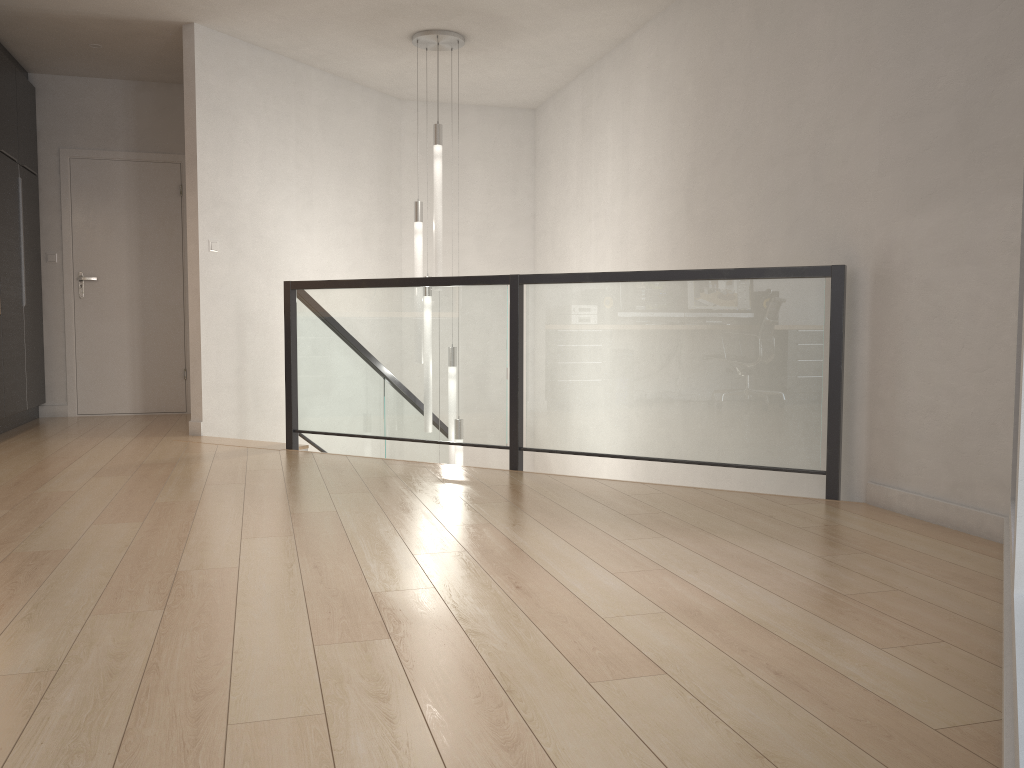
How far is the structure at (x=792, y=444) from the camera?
3.9 meters

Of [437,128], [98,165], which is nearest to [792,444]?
[437,128]

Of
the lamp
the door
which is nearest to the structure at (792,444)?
the lamp

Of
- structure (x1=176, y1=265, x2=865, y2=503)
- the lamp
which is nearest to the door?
structure (x1=176, y1=265, x2=865, y2=503)

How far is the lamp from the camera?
5.9 meters

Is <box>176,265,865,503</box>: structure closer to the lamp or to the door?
the lamp

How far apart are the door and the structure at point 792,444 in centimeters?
180cm

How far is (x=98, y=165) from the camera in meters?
7.1 m

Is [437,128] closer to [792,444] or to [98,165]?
[98,165]

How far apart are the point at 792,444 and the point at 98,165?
5.9m
